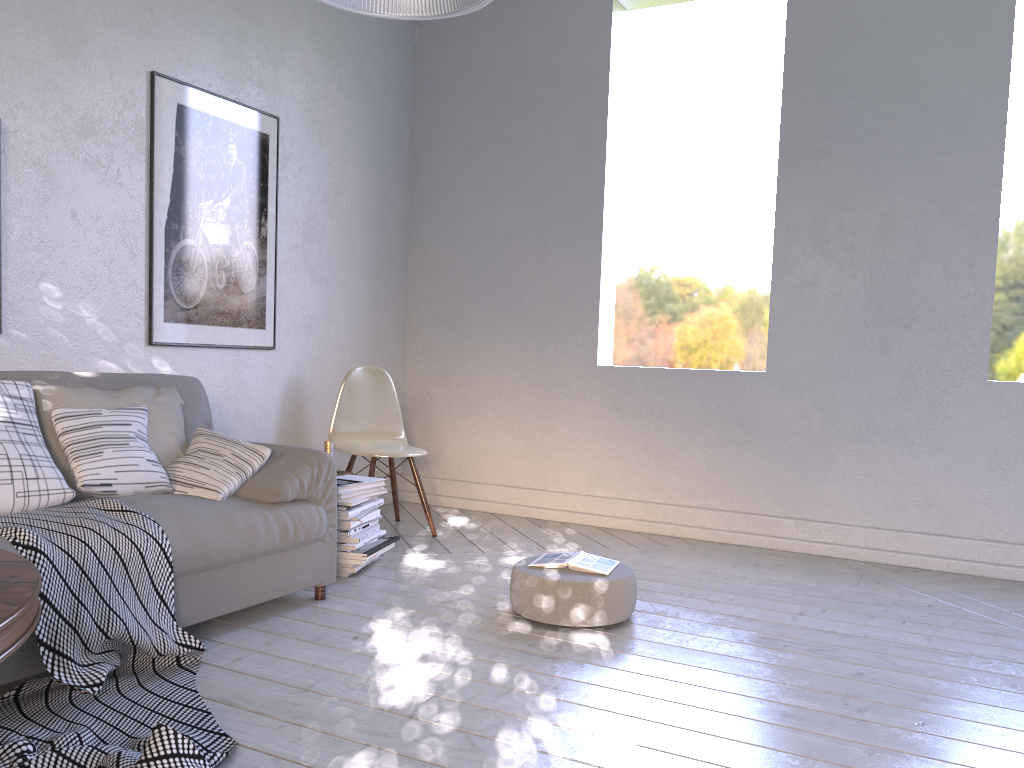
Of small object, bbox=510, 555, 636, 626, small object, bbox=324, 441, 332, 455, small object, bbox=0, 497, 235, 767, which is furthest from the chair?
small object, bbox=0, 497, 235, 767

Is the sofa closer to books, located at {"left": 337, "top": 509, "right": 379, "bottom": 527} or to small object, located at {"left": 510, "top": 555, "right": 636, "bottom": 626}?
books, located at {"left": 337, "top": 509, "right": 379, "bottom": 527}

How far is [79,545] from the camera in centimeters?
192cm

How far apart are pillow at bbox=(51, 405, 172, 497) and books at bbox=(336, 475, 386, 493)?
0.6 meters

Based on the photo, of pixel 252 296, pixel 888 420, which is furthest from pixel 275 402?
pixel 888 420

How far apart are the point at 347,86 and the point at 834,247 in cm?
228

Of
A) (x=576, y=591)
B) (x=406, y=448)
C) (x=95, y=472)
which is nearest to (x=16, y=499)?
(x=95, y=472)

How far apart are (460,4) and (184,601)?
1.53m

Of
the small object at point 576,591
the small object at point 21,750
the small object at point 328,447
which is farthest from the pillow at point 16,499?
the small object at point 328,447

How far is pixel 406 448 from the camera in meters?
3.7
